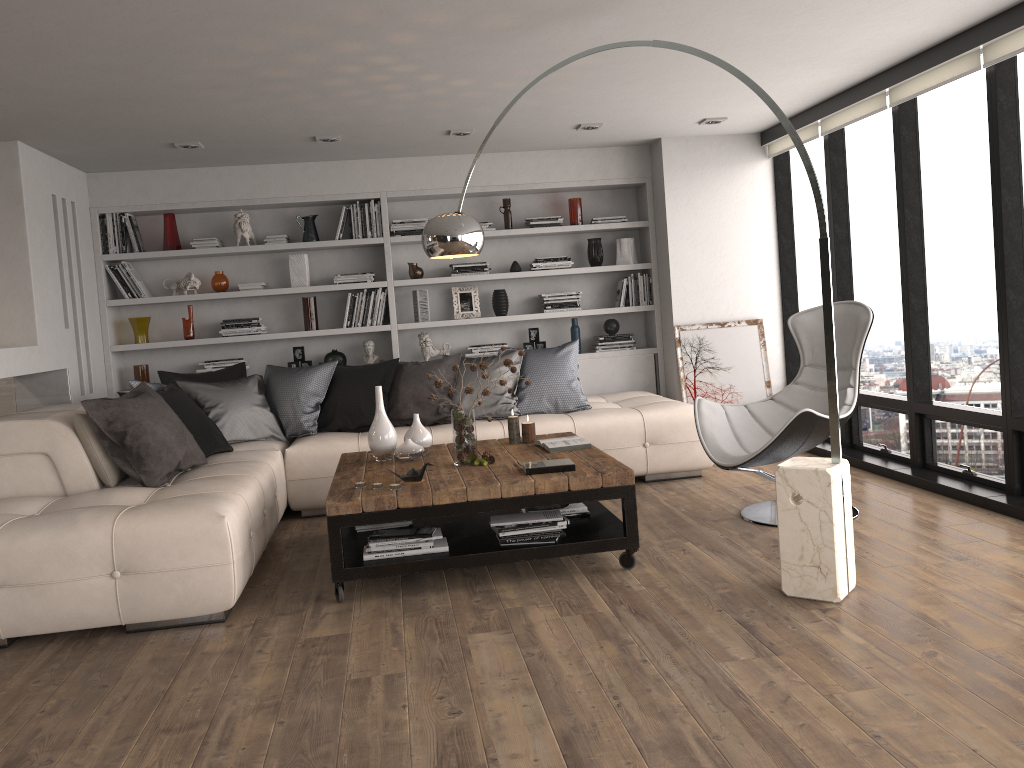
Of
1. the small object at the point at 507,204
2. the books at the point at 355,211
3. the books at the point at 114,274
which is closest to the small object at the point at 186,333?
the books at the point at 114,274

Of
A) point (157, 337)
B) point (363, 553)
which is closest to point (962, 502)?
point (363, 553)

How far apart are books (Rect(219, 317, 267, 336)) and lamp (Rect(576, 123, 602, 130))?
2.8 meters

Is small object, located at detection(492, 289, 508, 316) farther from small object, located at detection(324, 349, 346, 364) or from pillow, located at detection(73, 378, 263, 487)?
pillow, located at detection(73, 378, 263, 487)

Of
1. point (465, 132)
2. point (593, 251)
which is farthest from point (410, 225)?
point (593, 251)

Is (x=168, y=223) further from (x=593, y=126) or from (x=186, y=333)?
(x=593, y=126)

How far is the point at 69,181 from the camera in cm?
614

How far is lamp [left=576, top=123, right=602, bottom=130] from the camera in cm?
609

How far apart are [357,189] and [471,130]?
1.3 meters

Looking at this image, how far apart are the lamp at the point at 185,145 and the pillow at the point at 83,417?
Result: 2.2 meters
